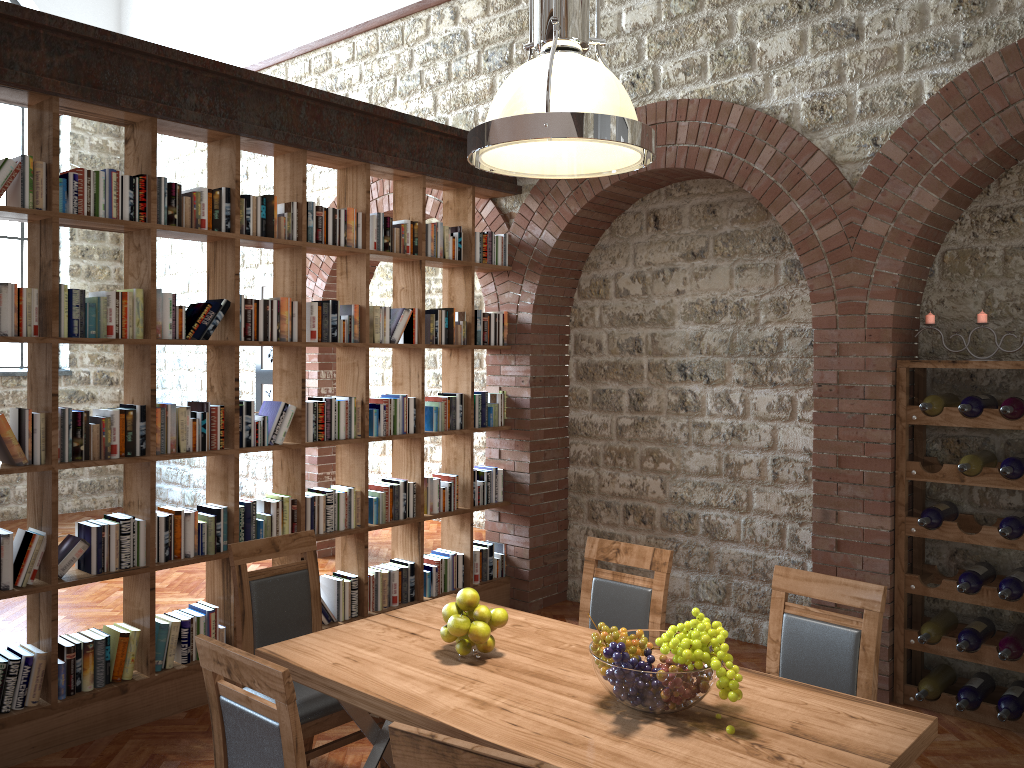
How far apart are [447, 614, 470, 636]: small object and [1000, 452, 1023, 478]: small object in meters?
2.7

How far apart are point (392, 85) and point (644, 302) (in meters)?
2.70

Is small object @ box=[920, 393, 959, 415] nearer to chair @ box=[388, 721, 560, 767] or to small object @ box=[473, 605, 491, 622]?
small object @ box=[473, 605, 491, 622]

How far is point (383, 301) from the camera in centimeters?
972cm

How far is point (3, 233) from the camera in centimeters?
926cm

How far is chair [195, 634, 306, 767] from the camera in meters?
2.1

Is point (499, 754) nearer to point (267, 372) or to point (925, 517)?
point (925, 517)

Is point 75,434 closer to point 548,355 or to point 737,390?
point 548,355

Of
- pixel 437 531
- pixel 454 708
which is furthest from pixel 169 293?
pixel 437 531

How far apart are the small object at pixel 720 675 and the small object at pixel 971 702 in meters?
2.4 m
